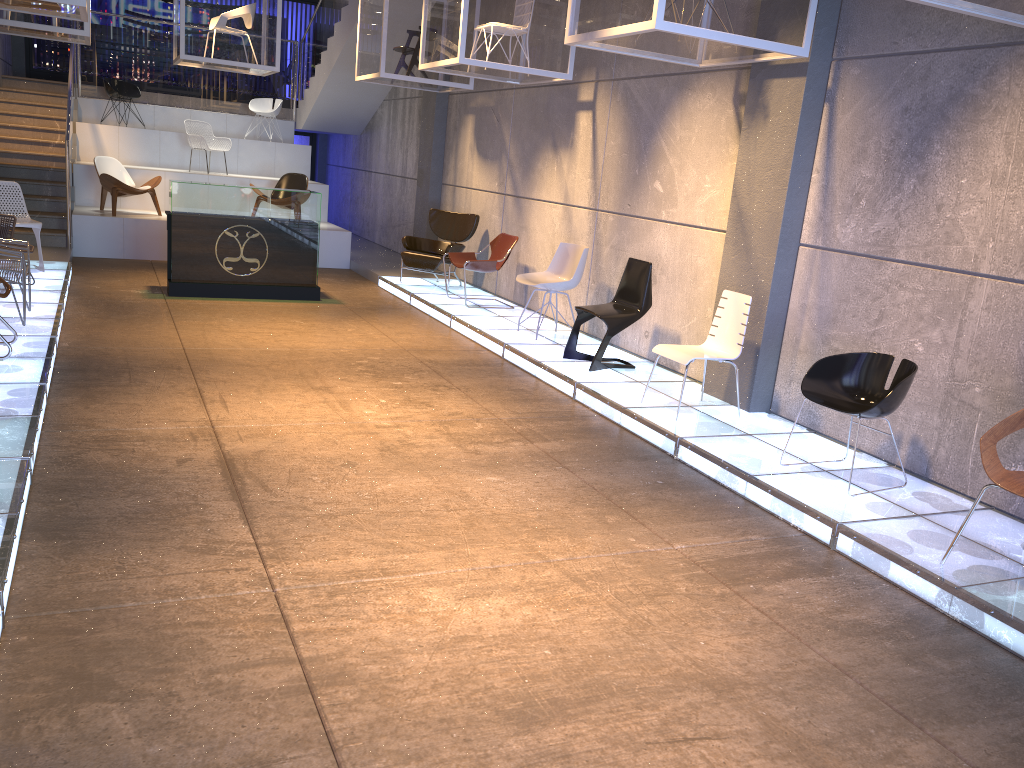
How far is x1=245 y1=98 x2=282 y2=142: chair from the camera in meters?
15.8 m

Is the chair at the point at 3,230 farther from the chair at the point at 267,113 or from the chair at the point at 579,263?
the chair at the point at 267,113

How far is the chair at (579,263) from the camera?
8.4m

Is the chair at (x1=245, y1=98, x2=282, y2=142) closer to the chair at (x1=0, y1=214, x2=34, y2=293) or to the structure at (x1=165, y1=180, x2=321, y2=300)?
the structure at (x1=165, y1=180, x2=321, y2=300)

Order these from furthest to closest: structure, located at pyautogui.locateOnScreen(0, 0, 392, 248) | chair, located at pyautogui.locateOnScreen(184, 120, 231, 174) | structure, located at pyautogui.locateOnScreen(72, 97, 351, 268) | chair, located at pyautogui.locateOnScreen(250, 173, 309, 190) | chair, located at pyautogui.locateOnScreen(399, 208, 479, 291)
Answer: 1. chair, located at pyautogui.locateOnScreen(184, 120, 231, 174)
2. chair, located at pyautogui.locateOnScreen(250, 173, 309, 190)
3. structure, located at pyautogui.locateOnScreen(0, 0, 392, 248)
4. structure, located at pyautogui.locateOnScreen(72, 97, 351, 268)
5. chair, located at pyautogui.locateOnScreen(399, 208, 479, 291)

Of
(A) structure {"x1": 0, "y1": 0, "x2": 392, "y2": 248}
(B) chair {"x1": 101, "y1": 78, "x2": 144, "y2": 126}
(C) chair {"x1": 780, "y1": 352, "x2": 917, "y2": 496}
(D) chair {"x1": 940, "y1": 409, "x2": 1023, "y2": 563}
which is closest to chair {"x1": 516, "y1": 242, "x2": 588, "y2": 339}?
(C) chair {"x1": 780, "y1": 352, "x2": 917, "y2": 496}

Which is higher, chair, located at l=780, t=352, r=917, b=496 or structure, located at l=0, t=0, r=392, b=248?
structure, located at l=0, t=0, r=392, b=248

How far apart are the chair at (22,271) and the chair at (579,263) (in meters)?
4.23

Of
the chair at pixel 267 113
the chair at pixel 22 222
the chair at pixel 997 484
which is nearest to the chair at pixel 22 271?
the chair at pixel 22 222

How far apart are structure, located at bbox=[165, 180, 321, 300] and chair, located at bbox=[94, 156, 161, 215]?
2.9 meters
